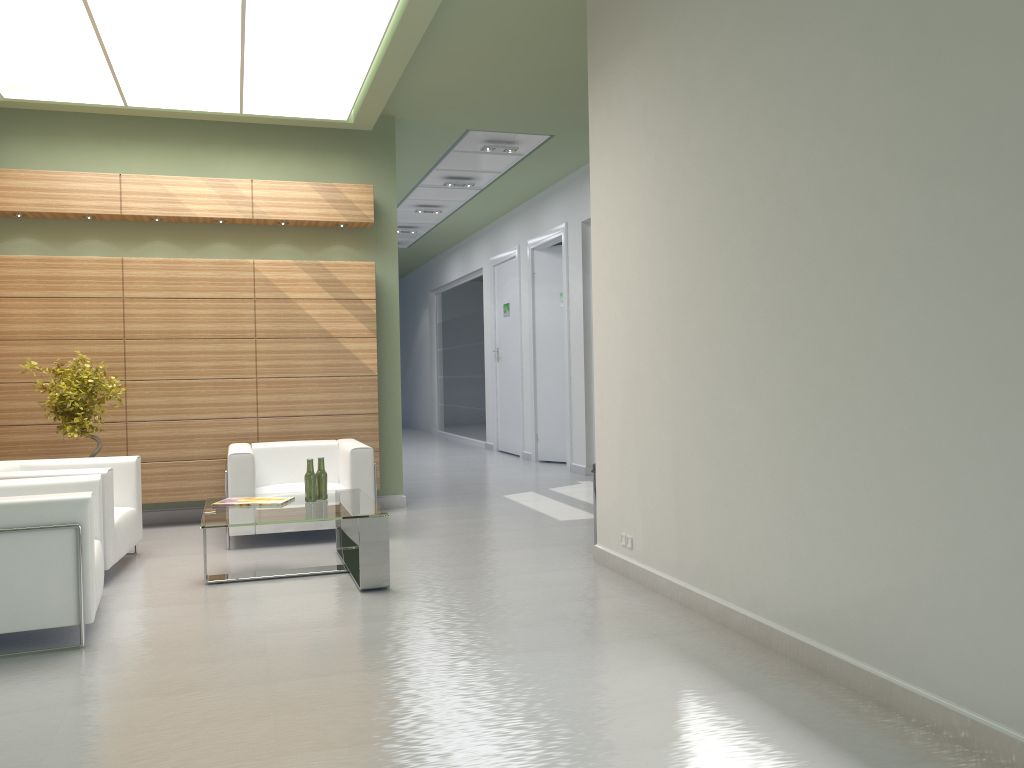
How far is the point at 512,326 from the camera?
23.0 meters

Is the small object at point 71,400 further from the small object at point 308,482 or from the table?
the small object at point 308,482

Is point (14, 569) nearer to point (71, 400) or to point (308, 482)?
Answer: point (308, 482)

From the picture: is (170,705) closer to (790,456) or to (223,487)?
(790,456)

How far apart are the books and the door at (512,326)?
13.5 meters

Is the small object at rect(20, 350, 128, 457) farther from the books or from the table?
the books

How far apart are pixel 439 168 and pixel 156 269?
7.1 meters

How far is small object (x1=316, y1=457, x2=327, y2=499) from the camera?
9.9 meters

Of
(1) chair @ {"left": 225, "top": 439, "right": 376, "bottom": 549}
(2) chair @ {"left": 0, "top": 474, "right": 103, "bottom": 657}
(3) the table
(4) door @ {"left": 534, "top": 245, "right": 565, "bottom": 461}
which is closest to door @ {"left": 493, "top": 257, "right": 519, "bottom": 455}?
(4) door @ {"left": 534, "top": 245, "right": 565, "bottom": 461}

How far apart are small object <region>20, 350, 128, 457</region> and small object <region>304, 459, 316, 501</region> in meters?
3.4 m
